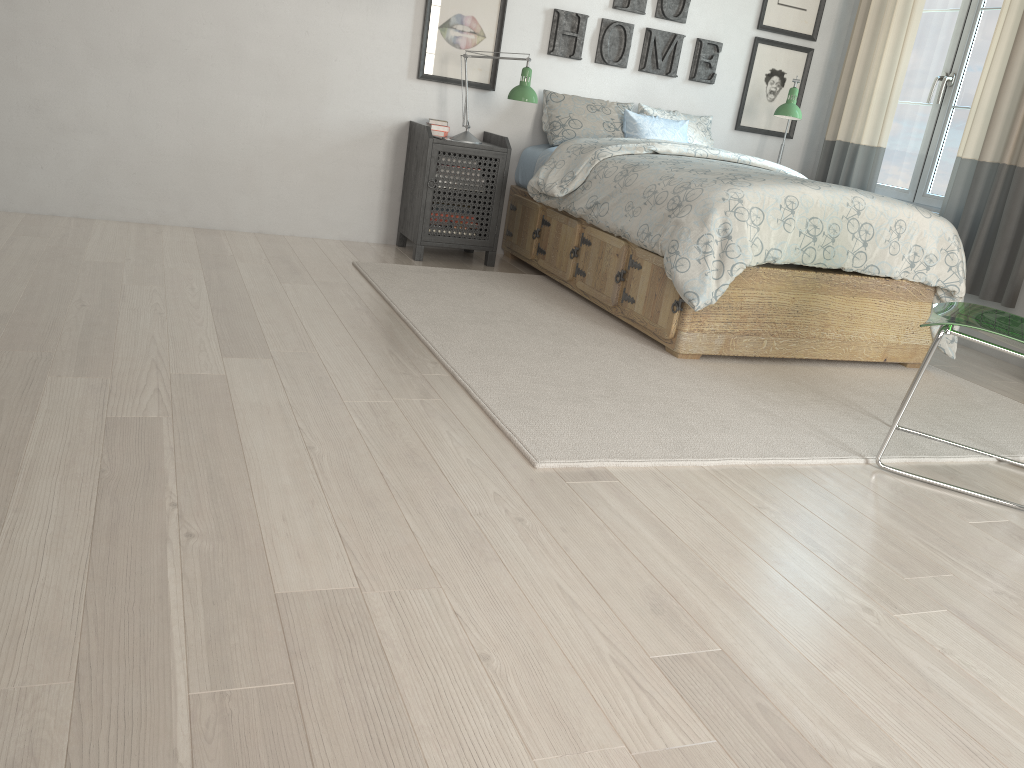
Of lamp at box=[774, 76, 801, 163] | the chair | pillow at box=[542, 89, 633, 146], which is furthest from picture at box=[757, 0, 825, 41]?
the chair

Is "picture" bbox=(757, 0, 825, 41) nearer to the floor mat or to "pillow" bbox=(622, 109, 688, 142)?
"pillow" bbox=(622, 109, 688, 142)

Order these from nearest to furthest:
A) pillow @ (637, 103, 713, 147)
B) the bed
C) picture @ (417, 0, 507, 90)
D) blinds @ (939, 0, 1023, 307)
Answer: the bed
blinds @ (939, 0, 1023, 307)
picture @ (417, 0, 507, 90)
pillow @ (637, 103, 713, 147)

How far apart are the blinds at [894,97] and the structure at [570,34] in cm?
75

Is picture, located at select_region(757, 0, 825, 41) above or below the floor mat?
above

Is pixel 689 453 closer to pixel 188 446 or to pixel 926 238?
pixel 188 446

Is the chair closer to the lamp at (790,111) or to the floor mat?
the floor mat

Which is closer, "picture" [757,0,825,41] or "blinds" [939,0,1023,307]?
"blinds" [939,0,1023,307]

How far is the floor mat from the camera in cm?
244

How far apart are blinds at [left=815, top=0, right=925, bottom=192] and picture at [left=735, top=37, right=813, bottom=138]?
0.2m
